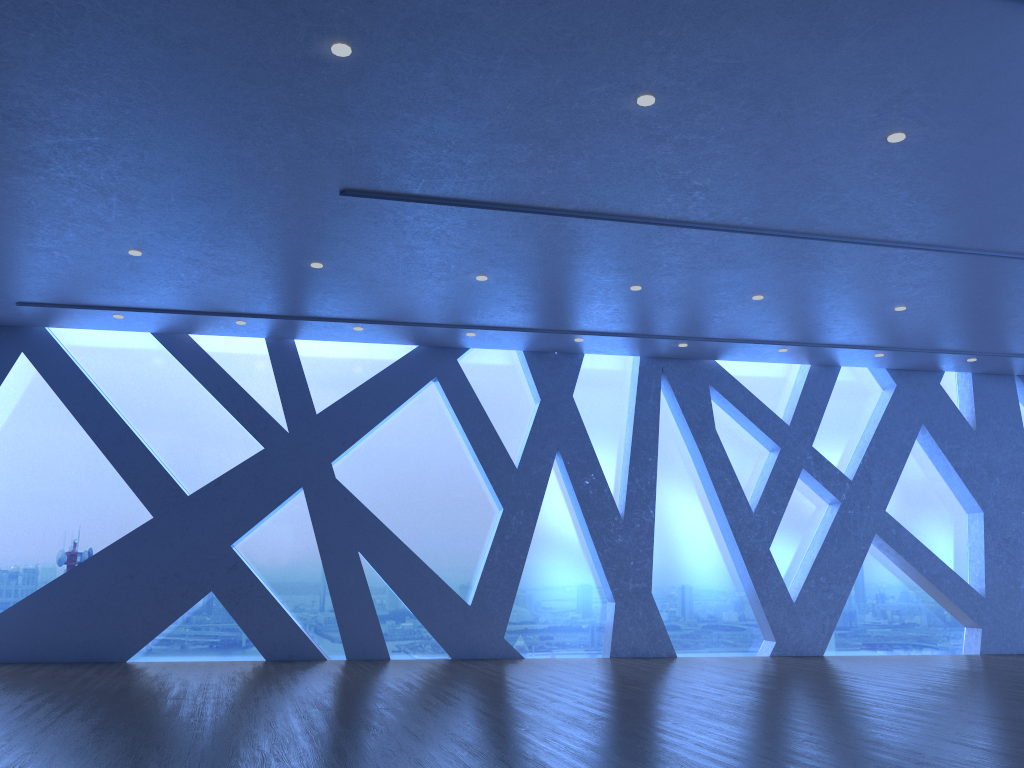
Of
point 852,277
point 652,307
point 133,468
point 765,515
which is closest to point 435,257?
point 652,307
